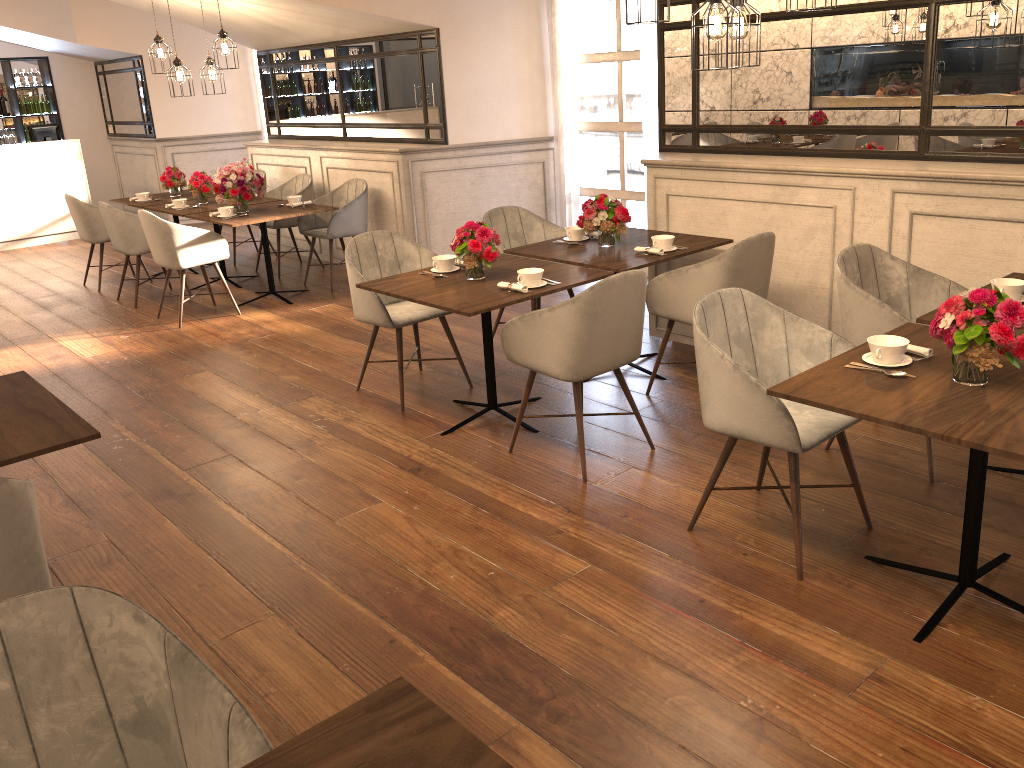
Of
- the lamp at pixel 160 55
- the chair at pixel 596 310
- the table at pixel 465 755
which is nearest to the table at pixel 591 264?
the chair at pixel 596 310

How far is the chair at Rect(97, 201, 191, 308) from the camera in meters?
7.0

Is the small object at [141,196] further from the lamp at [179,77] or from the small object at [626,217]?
the small object at [626,217]

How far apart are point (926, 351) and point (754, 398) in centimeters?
55cm

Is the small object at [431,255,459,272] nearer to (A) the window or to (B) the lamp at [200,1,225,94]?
(A) the window

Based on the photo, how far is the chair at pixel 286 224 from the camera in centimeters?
791cm

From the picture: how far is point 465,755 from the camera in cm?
133

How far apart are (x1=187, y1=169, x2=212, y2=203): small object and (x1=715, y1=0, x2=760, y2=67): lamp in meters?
5.3 m

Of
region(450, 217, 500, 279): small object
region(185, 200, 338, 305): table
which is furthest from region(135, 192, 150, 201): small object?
region(450, 217, 500, 279): small object

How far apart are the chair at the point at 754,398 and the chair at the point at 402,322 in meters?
1.9 m
